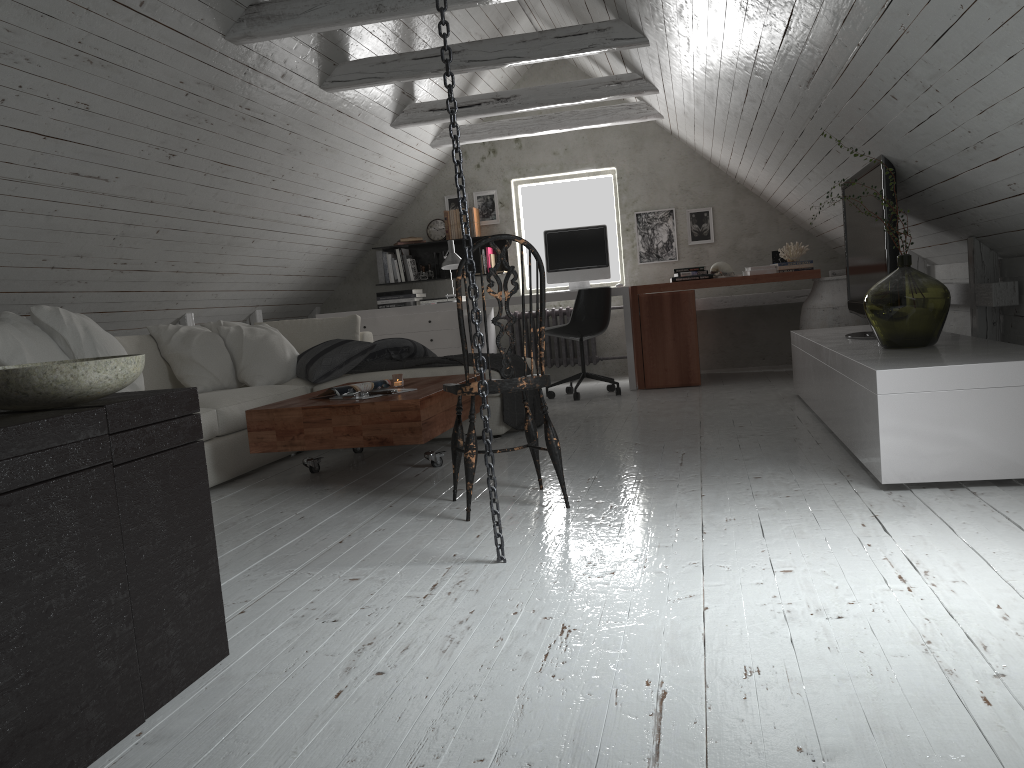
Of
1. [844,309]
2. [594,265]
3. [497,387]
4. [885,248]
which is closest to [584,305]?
[594,265]

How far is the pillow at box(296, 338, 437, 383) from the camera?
4.82m

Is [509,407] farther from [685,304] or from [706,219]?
[706,219]

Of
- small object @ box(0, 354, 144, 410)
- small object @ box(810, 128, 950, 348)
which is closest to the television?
small object @ box(810, 128, 950, 348)

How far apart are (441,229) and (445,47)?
5.5m

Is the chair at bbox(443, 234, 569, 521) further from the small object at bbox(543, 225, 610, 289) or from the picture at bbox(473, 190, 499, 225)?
the picture at bbox(473, 190, 499, 225)

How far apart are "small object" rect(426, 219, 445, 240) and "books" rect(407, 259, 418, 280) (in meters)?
0.28

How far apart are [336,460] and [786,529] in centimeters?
250cm

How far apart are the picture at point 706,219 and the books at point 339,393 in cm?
421

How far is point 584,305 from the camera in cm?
603
